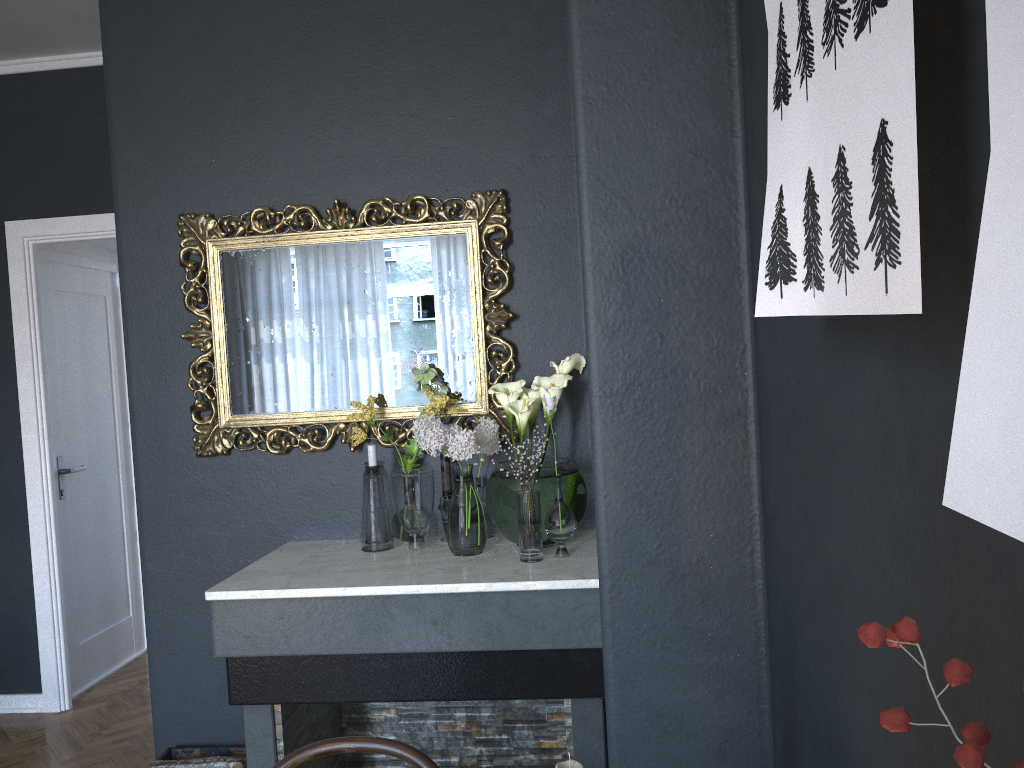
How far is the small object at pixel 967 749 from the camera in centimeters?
25cm

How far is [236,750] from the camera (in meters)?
2.81

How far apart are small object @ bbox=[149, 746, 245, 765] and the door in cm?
181

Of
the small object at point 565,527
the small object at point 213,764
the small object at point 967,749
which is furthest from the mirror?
the small object at point 967,749

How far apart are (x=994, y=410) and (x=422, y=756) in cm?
120

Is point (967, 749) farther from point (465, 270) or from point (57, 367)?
point (57, 367)

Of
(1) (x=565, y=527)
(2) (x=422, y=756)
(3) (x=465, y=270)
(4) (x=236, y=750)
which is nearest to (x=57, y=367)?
(4) (x=236, y=750)

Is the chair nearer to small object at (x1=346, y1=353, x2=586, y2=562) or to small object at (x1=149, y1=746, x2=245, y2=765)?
small object at (x1=346, y1=353, x2=586, y2=562)

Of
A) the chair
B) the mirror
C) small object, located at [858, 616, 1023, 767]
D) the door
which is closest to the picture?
small object, located at [858, 616, 1023, 767]

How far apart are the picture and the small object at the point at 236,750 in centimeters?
255cm
